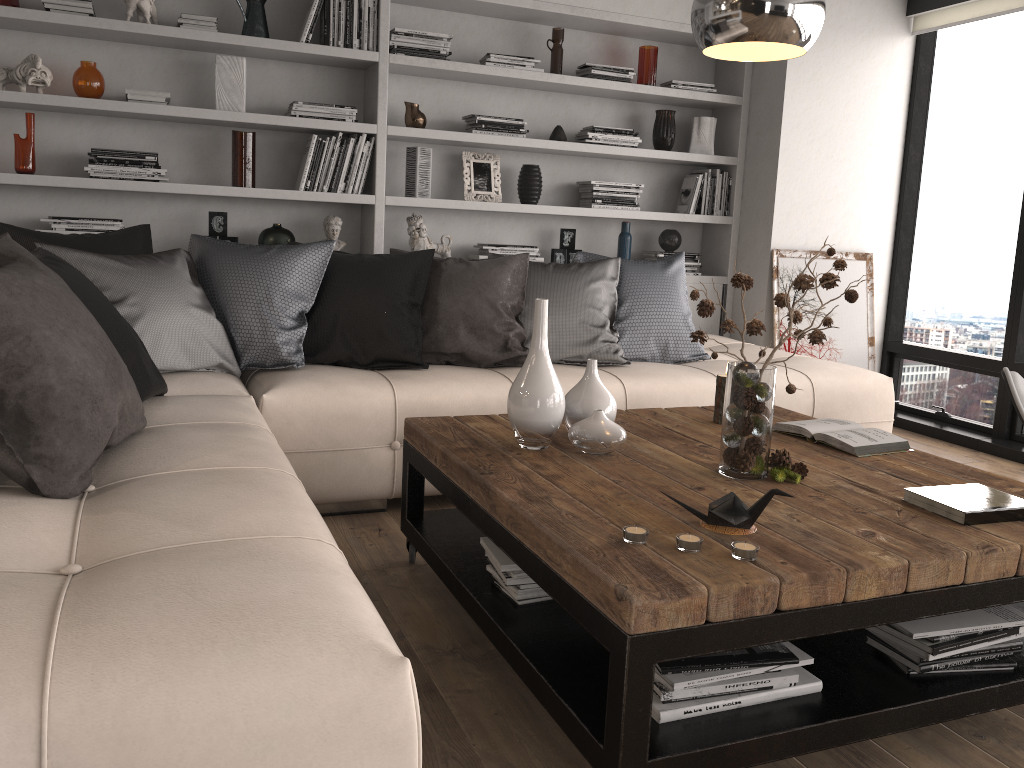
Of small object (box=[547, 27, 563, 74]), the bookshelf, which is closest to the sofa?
the bookshelf

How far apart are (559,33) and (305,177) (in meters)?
1.56

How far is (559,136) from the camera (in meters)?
4.74

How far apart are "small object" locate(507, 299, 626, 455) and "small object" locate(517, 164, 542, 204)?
2.5 meters

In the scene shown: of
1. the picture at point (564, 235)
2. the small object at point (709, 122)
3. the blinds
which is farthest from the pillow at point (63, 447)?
the blinds

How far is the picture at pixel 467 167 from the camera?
4.67m

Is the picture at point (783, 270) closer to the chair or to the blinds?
the blinds

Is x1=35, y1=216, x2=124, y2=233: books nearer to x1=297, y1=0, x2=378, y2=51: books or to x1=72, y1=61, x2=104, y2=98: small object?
x1=72, y1=61, x2=104, y2=98: small object

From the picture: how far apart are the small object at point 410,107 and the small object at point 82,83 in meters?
1.4 m

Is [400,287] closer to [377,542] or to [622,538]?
[377,542]
